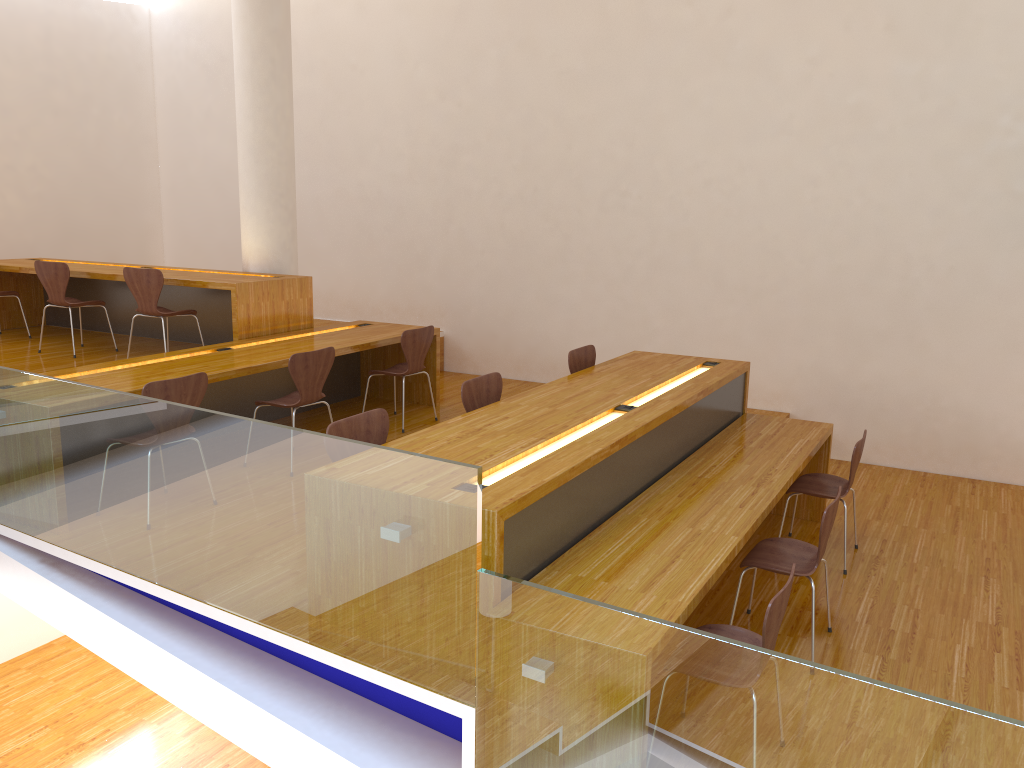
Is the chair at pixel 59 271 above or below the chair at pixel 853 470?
above

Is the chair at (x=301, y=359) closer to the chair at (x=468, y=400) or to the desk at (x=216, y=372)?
the desk at (x=216, y=372)

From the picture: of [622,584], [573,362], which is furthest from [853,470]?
[622,584]

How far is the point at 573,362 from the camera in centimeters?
521cm

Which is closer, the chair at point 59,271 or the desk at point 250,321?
the desk at point 250,321

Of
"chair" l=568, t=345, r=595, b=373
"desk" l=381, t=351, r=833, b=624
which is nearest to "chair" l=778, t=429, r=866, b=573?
"desk" l=381, t=351, r=833, b=624

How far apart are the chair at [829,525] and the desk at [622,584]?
0.17m

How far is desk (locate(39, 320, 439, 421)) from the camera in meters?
4.8 m

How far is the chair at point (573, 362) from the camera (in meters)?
5.21

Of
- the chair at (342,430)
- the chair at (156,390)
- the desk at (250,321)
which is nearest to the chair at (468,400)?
the chair at (342,430)
